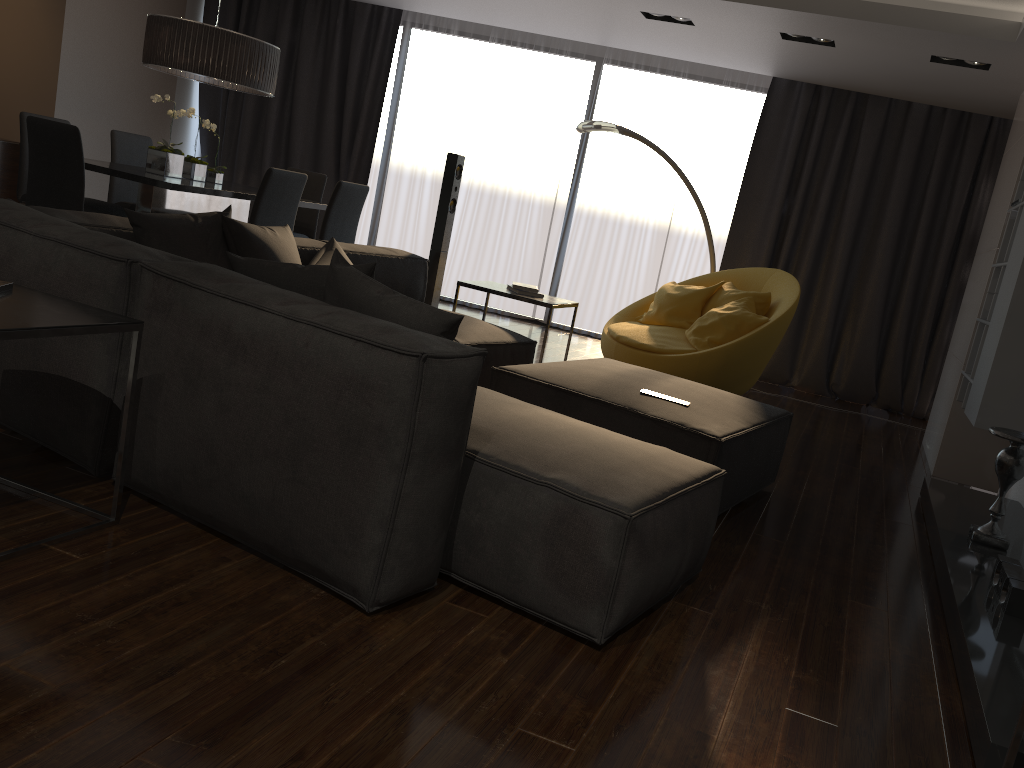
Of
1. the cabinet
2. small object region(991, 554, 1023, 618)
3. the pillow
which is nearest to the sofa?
the pillow

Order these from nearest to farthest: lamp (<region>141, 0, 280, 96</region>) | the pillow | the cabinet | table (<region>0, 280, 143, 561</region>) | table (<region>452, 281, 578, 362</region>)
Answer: table (<region>0, 280, 143, 561</region>) → the pillow → table (<region>452, 281, 578, 362</region>) → lamp (<region>141, 0, 280, 96</region>) → the cabinet

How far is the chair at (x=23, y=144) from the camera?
5.9m

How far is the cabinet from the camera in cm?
741

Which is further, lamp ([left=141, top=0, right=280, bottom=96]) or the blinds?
the blinds

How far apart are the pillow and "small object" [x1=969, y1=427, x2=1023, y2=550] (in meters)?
2.24

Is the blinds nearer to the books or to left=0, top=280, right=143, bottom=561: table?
the books

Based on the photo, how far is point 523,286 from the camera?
5.11m

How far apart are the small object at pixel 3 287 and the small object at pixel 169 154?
3.61m

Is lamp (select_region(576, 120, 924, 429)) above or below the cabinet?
above
